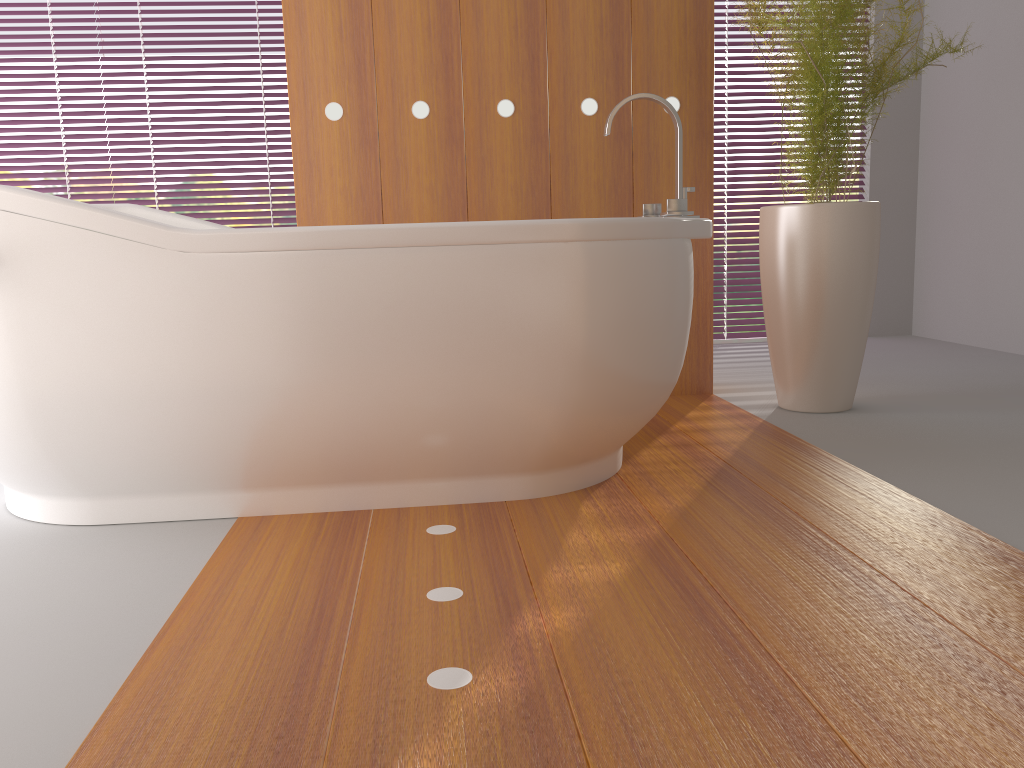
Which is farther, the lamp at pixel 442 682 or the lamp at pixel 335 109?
the lamp at pixel 335 109

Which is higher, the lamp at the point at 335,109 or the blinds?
the lamp at the point at 335,109

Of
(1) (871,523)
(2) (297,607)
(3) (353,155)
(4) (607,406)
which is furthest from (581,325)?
(3) (353,155)

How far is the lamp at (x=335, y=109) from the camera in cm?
287

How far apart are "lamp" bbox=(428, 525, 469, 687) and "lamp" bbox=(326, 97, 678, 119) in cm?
165

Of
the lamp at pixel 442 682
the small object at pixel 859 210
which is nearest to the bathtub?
the lamp at pixel 442 682

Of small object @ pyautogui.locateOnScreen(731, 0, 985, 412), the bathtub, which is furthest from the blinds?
the bathtub

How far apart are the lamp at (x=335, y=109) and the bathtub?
0.7 meters

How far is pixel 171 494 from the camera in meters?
1.8

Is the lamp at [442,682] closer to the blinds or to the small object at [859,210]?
the small object at [859,210]
